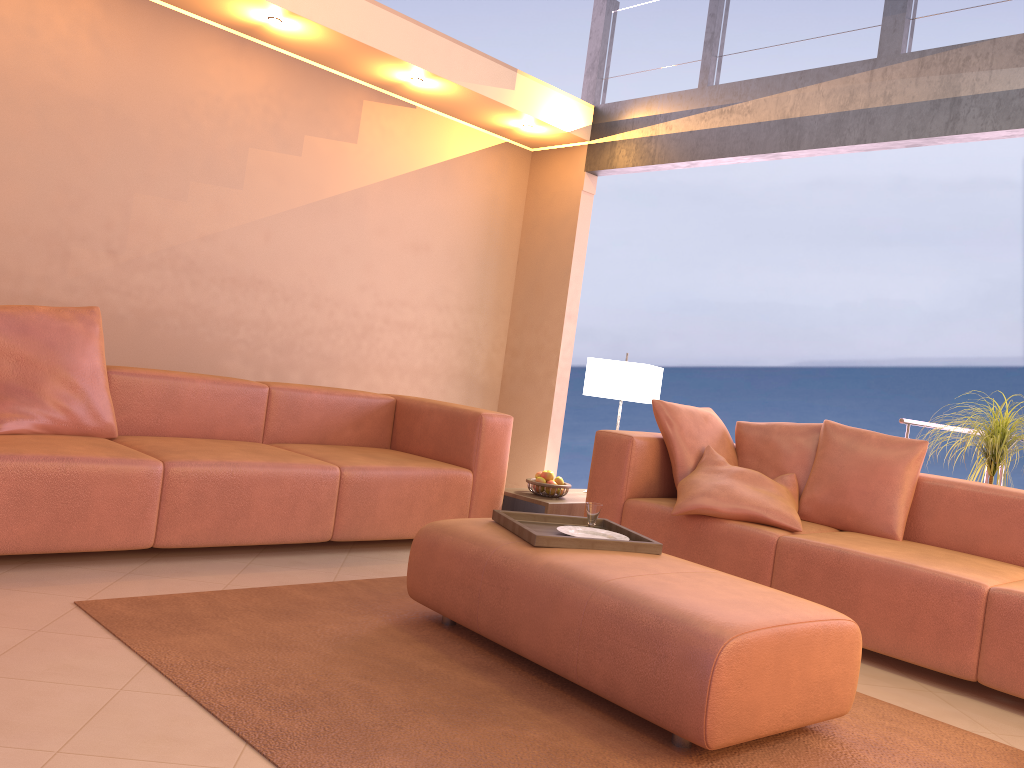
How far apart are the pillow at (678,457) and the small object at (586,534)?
1.1 meters

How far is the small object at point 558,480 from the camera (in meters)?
4.51

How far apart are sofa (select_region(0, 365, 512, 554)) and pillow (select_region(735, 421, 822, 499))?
1.1m

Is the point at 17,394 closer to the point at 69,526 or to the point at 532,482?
the point at 69,526

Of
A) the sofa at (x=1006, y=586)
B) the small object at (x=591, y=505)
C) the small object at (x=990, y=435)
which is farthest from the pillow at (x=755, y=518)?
the small object at (x=990, y=435)

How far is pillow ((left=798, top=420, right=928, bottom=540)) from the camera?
3.7 meters

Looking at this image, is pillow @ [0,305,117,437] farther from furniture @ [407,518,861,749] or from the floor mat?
furniture @ [407,518,861,749]

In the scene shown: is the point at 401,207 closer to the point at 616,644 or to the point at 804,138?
the point at 804,138

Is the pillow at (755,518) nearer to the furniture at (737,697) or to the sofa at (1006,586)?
the sofa at (1006,586)

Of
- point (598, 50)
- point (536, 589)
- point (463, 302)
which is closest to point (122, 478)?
point (536, 589)
